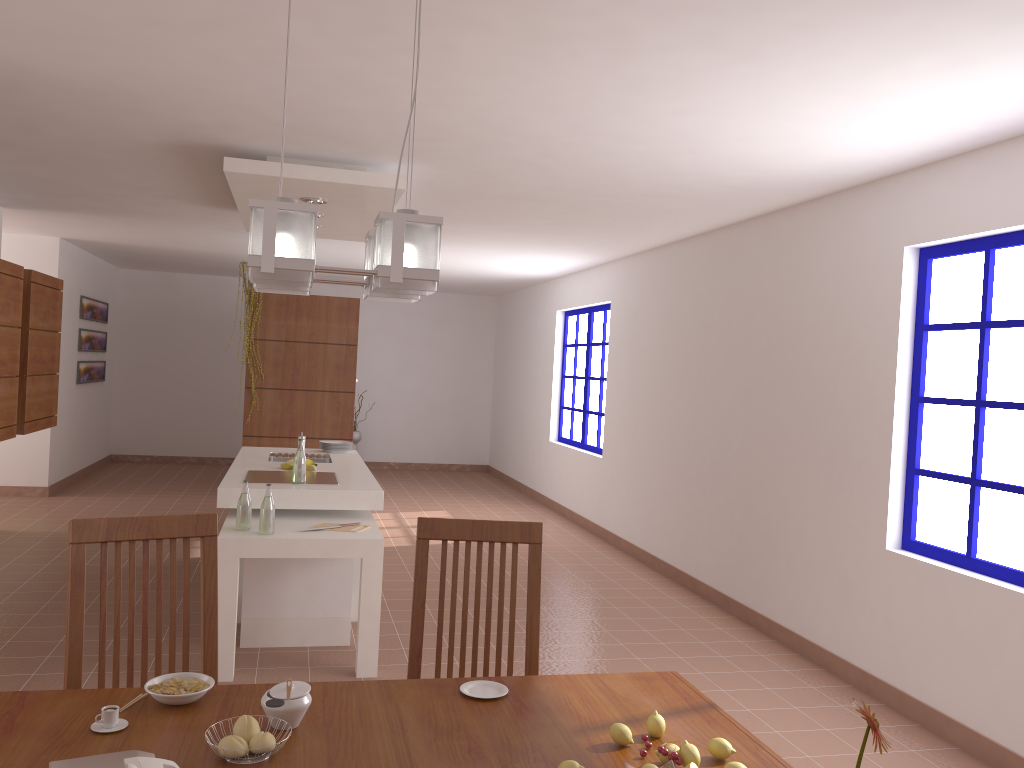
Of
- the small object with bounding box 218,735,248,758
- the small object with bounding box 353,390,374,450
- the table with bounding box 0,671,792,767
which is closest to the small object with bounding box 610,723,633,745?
the table with bounding box 0,671,792,767

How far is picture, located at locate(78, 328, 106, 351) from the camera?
9.6 meters

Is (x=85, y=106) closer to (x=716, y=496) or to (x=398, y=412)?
(x=716, y=496)

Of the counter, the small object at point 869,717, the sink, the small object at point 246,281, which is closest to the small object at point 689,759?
the small object at point 869,717

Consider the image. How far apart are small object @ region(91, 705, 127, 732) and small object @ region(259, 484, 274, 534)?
2.4 meters

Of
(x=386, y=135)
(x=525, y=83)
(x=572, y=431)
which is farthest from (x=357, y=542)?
(x=572, y=431)

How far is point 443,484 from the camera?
11.02m

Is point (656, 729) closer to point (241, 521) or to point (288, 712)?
point (288, 712)

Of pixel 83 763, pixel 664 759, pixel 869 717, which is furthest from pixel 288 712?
pixel 869 717

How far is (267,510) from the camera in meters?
4.1
